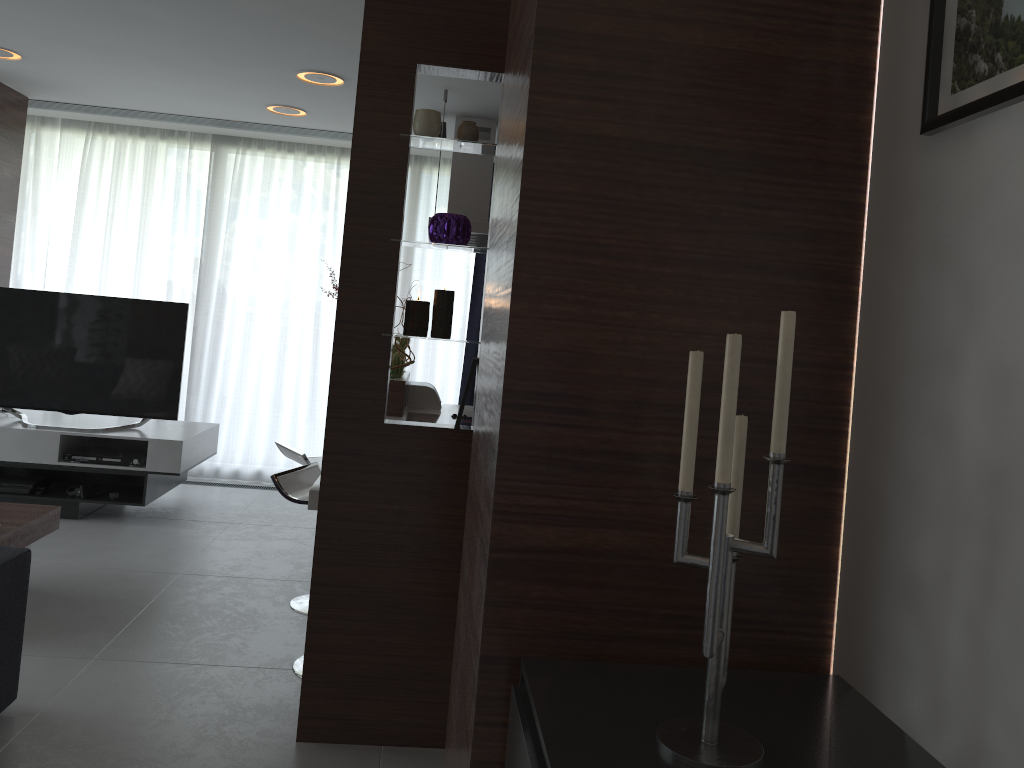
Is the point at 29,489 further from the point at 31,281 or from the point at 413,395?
the point at 413,395

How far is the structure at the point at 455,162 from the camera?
5.20m

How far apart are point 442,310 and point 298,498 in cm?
97

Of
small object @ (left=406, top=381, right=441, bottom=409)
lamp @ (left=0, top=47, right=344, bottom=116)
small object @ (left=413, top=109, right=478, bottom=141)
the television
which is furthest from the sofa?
small object @ (left=406, top=381, right=441, bottom=409)

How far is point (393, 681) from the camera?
2.78m

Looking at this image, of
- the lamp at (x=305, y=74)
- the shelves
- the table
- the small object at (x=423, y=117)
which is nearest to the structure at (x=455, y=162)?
the lamp at (x=305, y=74)

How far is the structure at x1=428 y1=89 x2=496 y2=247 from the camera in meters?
5.2

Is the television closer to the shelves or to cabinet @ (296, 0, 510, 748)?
the shelves

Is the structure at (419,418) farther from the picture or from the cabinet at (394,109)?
the picture

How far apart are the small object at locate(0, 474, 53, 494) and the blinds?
1.4 meters
